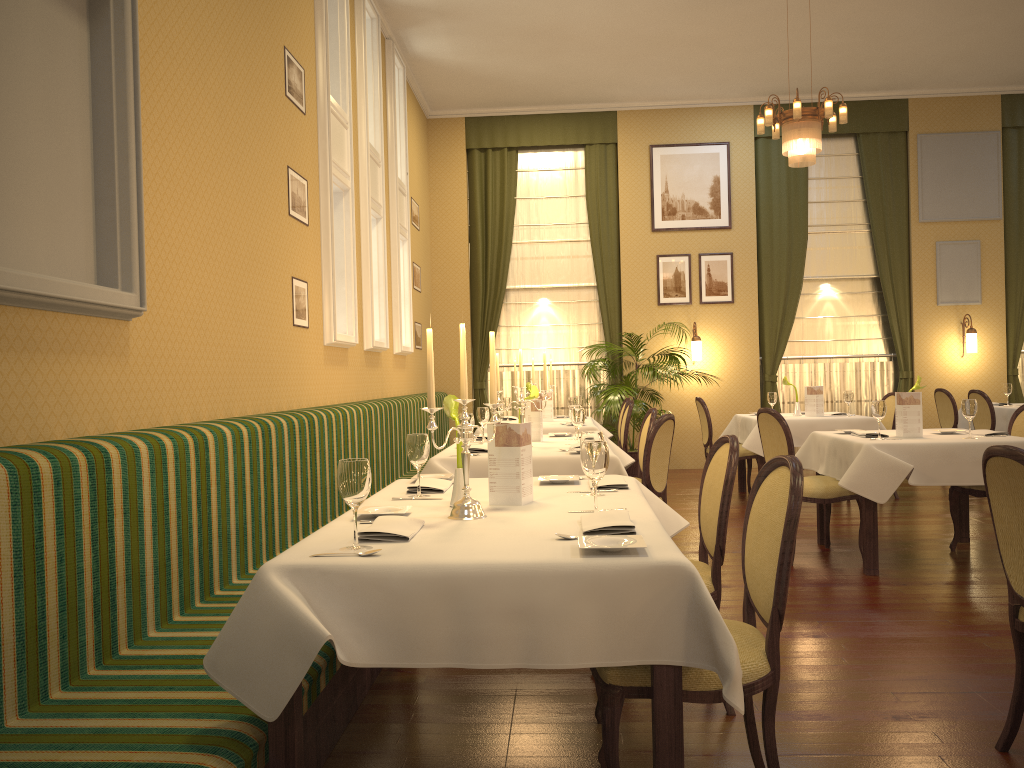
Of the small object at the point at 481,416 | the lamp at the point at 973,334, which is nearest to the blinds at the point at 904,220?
the lamp at the point at 973,334

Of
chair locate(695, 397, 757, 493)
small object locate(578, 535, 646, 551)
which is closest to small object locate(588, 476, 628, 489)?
small object locate(578, 535, 646, 551)

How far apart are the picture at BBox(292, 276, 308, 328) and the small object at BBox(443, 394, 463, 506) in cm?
253

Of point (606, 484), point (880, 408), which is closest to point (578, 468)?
point (606, 484)

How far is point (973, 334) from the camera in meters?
10.3 m

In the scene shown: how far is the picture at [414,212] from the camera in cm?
983

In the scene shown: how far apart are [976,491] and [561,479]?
3.3 meters

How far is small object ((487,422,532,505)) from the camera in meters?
3.0

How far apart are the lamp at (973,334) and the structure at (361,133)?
7.0 meters

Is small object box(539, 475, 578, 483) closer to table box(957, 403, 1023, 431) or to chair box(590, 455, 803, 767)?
chair box(590, 455, 803, 767)
